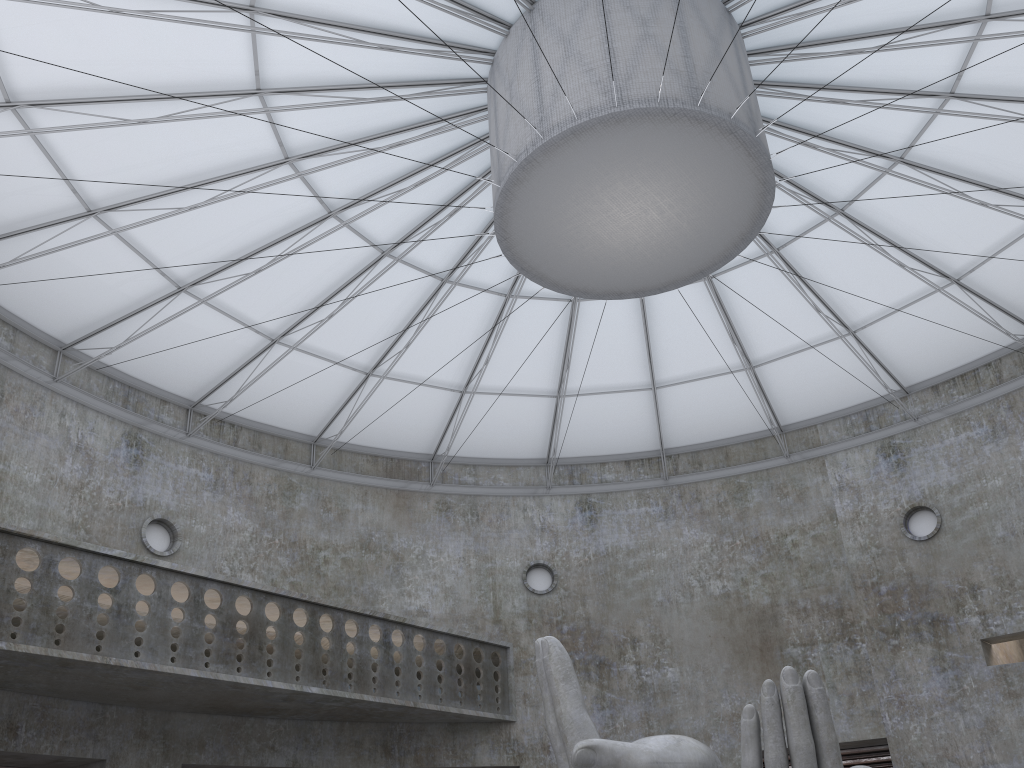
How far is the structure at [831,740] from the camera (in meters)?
13.90

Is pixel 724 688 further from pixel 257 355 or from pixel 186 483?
pixel 186 483

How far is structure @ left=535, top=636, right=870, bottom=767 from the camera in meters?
13.9 m

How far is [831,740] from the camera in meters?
13.9 m

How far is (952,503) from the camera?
34.68m
